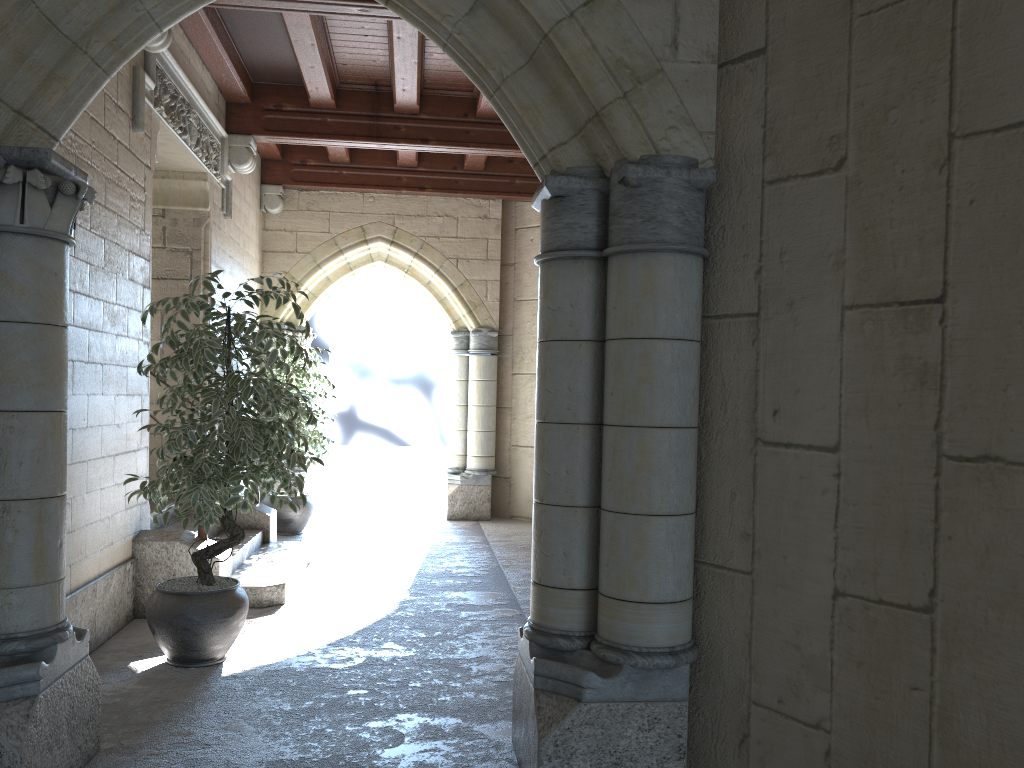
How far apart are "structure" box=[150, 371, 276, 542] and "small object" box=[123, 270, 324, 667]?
1.9 meters

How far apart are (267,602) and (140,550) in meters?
0.7

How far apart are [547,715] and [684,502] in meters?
0.7 m

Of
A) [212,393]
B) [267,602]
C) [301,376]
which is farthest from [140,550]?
[301,376]

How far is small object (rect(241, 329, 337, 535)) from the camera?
6.8 meters

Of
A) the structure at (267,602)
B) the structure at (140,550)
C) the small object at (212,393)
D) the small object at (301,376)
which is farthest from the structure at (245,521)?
the small object at (212,393)

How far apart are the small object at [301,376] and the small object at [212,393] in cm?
261

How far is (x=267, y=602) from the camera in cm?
459

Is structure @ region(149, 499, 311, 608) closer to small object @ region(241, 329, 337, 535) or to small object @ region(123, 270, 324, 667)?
small object @ region(123, 270, 324, 667)

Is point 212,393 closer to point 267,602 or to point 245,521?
point 267,602
